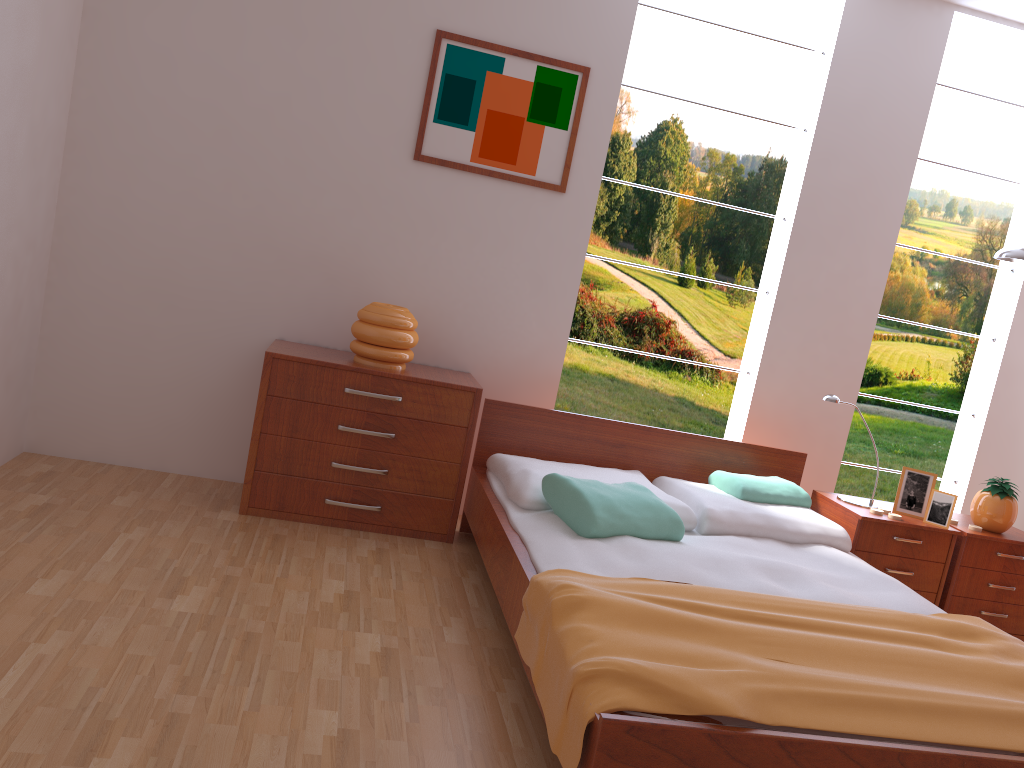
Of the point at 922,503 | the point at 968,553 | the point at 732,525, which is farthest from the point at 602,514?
the point at 968,553

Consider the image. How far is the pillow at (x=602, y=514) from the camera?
2.78m

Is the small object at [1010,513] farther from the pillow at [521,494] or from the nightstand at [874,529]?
the pillow at [521,494]

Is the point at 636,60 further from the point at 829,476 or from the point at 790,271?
the point at 829,476

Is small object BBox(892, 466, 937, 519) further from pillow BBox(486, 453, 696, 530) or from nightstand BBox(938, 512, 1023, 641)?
pillow BBox(486, 453, 696, 530)

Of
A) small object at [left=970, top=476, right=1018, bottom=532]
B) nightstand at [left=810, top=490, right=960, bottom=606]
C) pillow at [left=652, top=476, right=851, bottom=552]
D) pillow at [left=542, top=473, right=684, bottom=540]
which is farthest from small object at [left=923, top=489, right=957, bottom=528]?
pillow at [left=542, top=473, right=684, bottom=540]

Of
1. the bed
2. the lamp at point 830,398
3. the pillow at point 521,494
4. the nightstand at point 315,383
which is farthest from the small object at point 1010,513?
the nightstand at point 315,383

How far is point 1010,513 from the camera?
3.6m

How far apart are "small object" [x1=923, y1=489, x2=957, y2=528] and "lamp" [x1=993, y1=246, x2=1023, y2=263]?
1.03m

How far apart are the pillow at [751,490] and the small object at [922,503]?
0.4m
